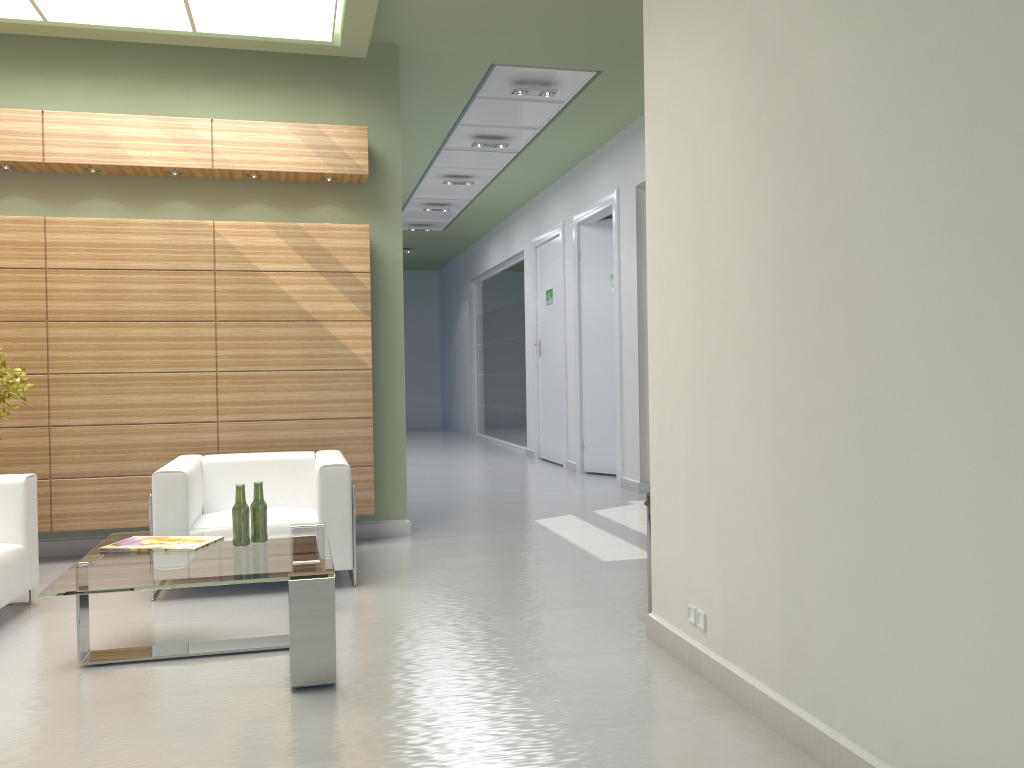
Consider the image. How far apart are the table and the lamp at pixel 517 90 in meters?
7.8

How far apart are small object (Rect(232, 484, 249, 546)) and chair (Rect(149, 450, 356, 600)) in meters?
1.7 m

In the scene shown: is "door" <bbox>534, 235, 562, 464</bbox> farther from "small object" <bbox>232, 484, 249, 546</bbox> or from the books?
"small object" <bbox>232, 484, 249, 546</bbox>

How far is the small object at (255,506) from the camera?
6.9m

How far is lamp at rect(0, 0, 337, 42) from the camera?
9.3 meters

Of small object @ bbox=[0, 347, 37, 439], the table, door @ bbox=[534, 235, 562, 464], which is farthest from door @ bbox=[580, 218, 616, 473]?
small object @ bbox=[0, 347, 37, 439]

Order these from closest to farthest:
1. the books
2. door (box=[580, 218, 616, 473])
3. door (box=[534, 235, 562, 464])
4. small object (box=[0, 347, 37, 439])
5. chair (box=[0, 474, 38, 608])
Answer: the books < chair (box=[0, 474, 38, 608]) < small object (box=[0, 347, 37, 439]) < door (box=[580, 218, 616, 473]) < door (box=[534, 235, 562, 464])

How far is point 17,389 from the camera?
8.73m

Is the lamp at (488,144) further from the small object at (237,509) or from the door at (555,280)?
the small object at (237,509)

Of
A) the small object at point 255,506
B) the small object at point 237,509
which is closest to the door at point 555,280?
the small object at point 255,506
